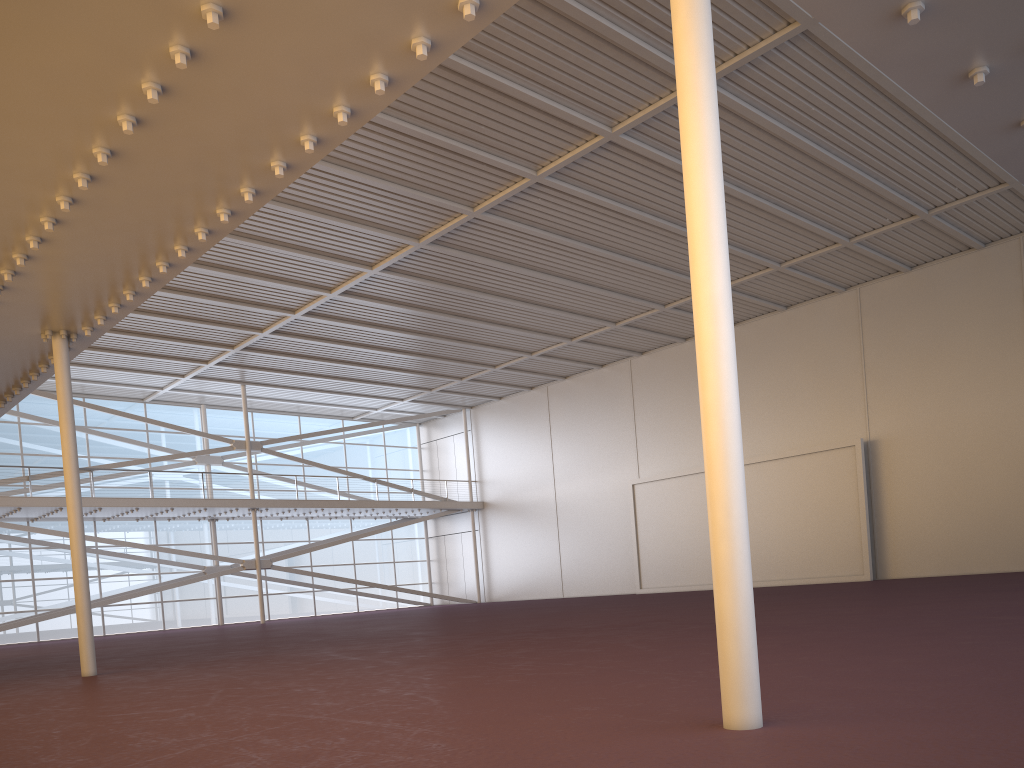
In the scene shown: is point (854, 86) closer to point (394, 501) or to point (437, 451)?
point (394, 501)
